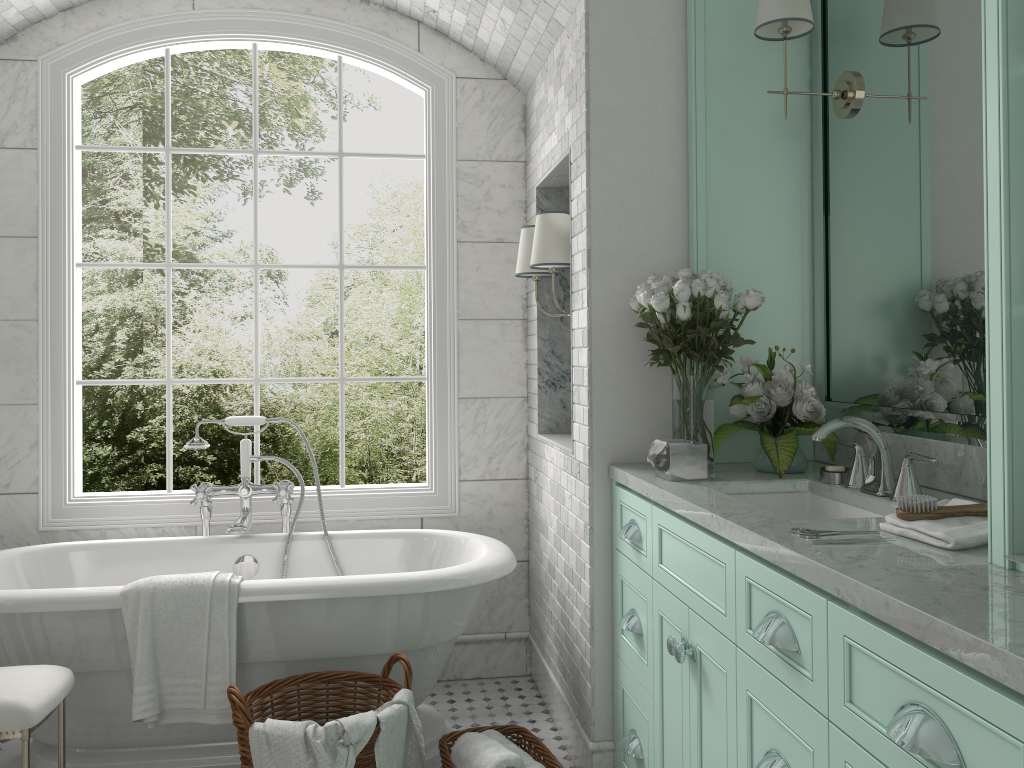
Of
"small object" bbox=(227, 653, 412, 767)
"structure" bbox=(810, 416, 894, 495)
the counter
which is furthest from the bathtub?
"structure" bbox=(810, 416, 894, 495)

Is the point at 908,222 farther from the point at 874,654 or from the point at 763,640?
the point at 874,654

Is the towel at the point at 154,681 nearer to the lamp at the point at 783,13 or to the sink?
the sink

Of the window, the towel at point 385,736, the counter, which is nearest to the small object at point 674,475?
the counter

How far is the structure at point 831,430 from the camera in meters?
2.3 m

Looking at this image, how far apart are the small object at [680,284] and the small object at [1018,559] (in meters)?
1.26

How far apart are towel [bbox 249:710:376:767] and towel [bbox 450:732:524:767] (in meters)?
0.36

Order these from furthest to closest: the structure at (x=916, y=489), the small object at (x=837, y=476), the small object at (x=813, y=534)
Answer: the small object at (x=837, y=476) → the structure at (x=916, y=489) → the small object at (x=813, y=534)

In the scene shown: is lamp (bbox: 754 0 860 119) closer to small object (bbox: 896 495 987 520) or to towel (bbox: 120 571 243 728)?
small object (bbox: 896 495 987 520)

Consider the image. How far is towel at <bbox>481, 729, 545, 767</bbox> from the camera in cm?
275
